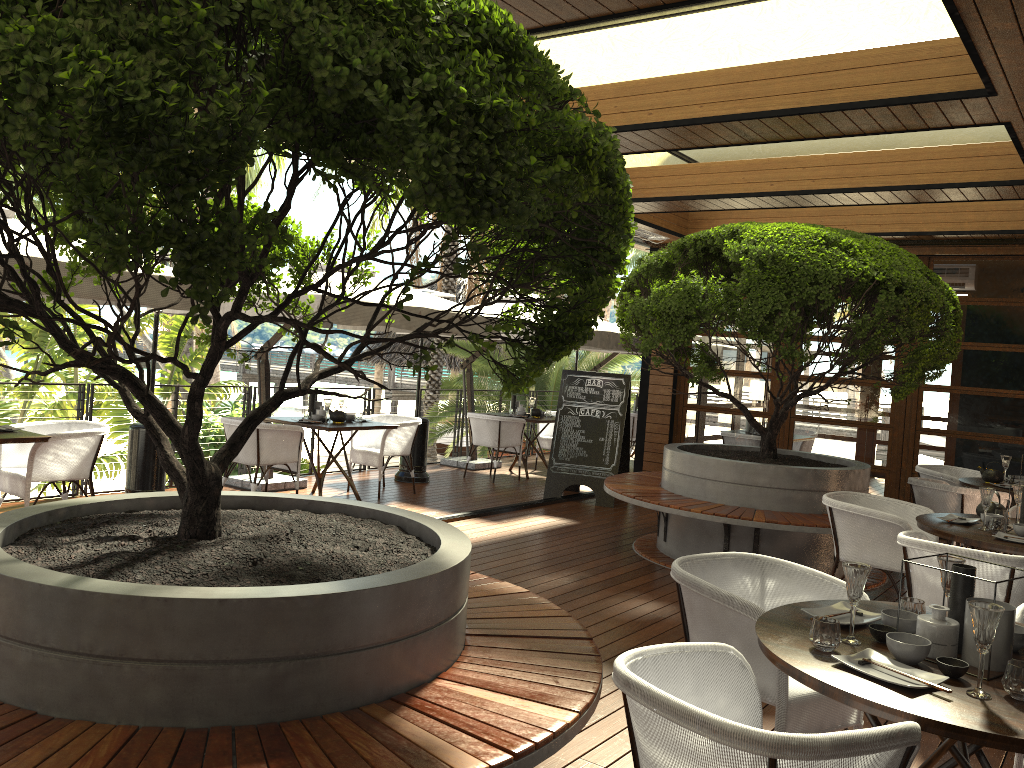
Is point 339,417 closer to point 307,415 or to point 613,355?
point 307,415

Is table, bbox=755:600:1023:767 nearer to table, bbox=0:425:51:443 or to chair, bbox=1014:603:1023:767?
chair, bbox=1014:603:1023:767

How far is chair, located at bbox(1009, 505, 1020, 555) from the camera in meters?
5.7 m

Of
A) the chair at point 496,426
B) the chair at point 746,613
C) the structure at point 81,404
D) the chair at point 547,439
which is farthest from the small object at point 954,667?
the chair at point 547,439

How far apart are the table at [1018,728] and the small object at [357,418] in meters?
6.1 m

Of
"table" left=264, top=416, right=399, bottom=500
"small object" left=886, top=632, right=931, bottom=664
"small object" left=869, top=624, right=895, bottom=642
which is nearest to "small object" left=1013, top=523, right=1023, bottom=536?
"small object" left=869, top=624, right=895, bottom=642

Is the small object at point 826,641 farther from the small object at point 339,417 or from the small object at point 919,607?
the small object at point 339,417

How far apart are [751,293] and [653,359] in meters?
1.0 m

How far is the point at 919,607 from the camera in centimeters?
278cm

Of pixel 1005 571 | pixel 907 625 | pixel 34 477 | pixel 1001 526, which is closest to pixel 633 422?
pixel 1001 526
